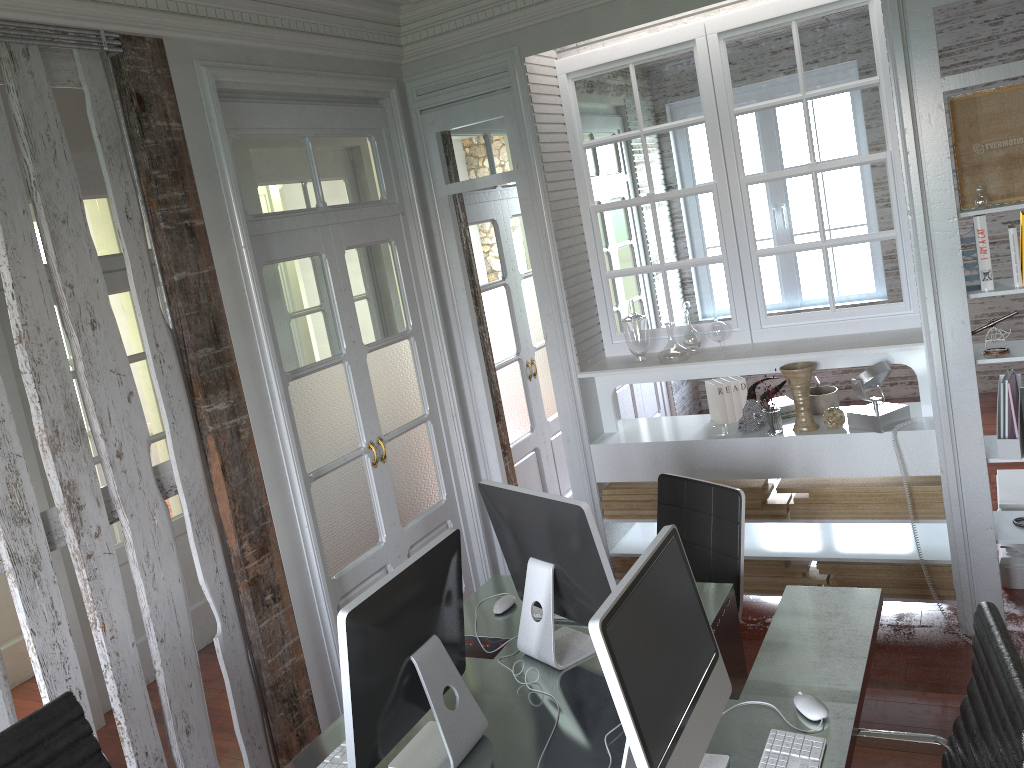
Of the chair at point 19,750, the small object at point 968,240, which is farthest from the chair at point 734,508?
the chair at point 19,750

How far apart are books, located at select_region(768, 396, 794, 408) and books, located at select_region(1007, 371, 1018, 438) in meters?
0.9 m

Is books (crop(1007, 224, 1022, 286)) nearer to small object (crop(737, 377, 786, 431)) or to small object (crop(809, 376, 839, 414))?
small object (crop(809, 376, 839, 414))

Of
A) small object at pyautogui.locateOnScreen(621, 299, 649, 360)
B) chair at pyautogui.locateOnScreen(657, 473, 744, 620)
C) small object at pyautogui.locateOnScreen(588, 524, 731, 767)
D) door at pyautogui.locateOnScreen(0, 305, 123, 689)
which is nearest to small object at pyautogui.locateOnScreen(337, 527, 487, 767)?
small object at pyautogui.locateOnScreen(588, 524, 731, 767)

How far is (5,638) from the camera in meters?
4.8

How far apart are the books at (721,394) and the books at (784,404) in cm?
17

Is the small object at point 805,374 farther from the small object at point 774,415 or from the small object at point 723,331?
the small object at point 723,331

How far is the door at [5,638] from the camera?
4.8m

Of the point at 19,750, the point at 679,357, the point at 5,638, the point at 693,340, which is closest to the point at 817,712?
the point at 19,750

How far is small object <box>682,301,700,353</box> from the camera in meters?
4.0
